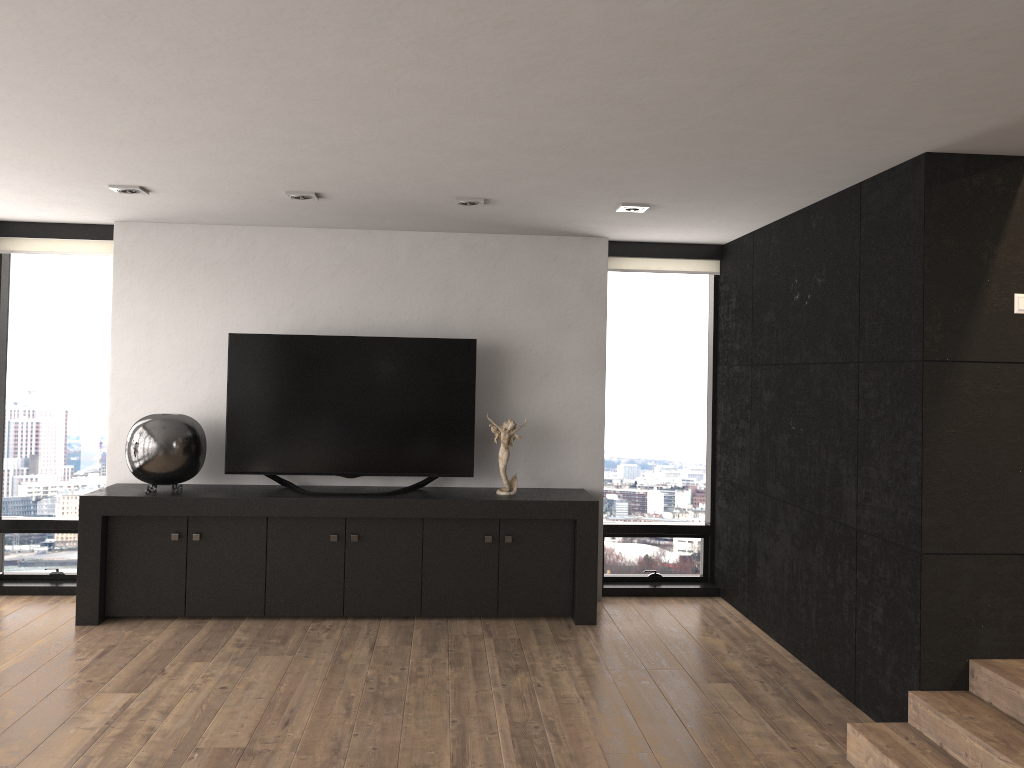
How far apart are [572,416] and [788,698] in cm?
234

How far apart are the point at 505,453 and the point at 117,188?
2.66m

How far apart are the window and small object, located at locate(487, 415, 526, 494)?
1.0m

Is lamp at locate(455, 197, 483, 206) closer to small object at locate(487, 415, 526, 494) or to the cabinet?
small object at locate(487, 415, 526, 494)

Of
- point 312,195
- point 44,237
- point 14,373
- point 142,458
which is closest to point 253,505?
point 142,458

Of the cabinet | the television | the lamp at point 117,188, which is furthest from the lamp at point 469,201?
the cabinet

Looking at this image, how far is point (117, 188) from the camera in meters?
4.6 m

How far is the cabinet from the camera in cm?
523

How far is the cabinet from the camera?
5.2 meters

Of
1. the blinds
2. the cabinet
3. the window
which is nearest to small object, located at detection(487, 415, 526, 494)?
the cabinet
